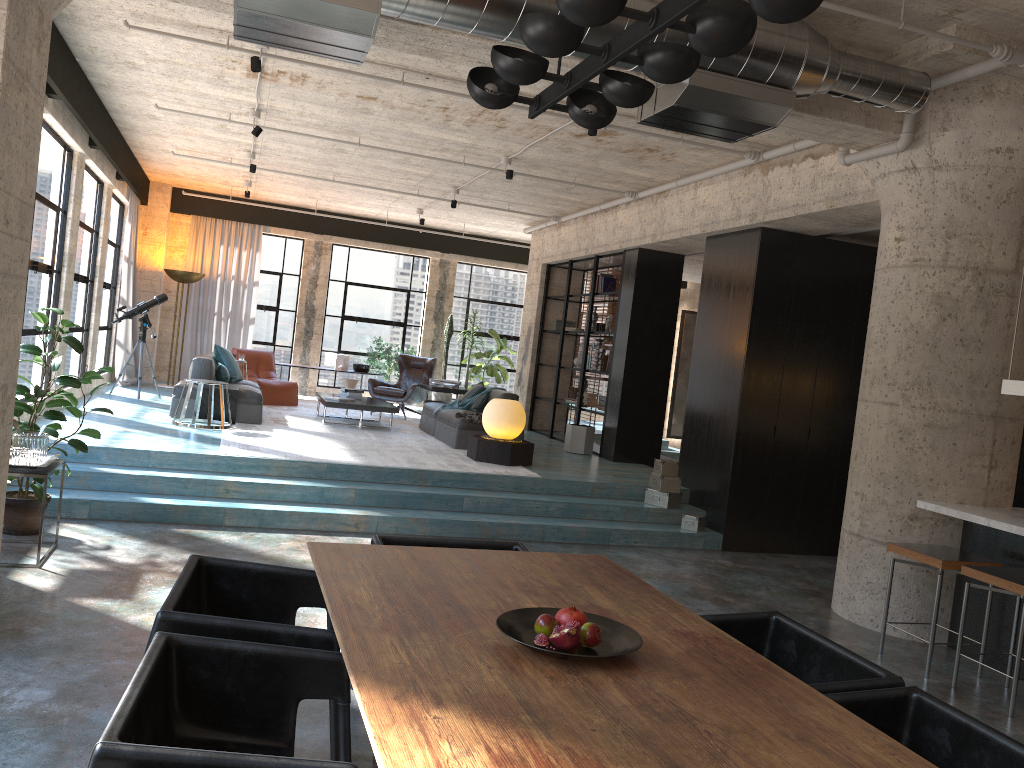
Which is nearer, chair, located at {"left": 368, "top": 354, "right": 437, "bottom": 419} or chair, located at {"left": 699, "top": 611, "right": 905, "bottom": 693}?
chair, located at {"left": 699, "top": 611, "right": 905, "bottom": 693}

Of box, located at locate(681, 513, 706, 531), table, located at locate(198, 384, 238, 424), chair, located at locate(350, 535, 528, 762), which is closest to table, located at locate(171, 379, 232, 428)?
table, located at locate(198, 384, 238, 424)

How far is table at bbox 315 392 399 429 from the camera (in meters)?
10.68

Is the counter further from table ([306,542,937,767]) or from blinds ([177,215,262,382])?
blinds ([177,215,262,382])

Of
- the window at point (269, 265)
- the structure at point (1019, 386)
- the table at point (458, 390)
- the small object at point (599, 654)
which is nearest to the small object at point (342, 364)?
the window at point (269, 265)

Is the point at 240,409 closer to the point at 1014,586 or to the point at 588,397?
the point at 588,397

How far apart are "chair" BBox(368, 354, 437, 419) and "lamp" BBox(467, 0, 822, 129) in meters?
9.6 m

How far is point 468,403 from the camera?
10.98m

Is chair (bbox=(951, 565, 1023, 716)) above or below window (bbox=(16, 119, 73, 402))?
below

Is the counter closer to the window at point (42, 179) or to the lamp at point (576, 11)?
the lamp at point (576, 11)
